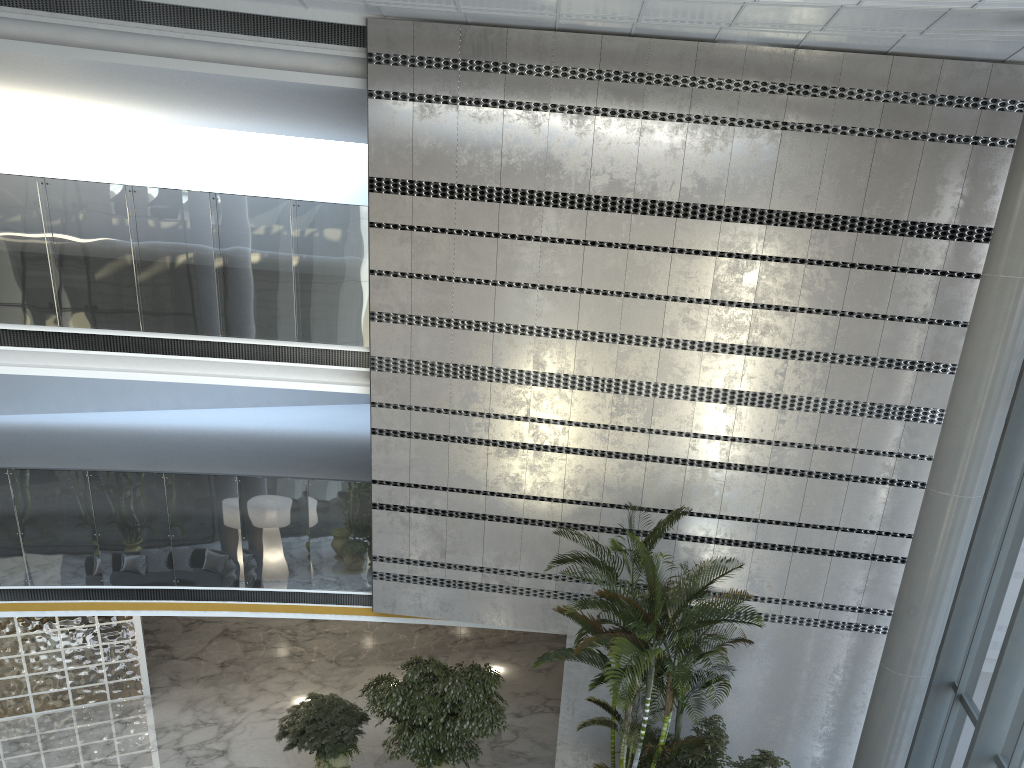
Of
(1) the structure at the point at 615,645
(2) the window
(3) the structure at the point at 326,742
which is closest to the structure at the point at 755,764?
(1) the structure at the point at 615,645

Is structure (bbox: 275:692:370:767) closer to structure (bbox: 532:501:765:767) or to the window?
structure (bbox: 532:501:765:767)

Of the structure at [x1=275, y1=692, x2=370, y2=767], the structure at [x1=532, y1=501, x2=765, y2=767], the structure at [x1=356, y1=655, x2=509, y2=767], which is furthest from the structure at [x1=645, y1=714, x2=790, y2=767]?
the structure at [x1=275, y1=692, x2=370, y2=767]

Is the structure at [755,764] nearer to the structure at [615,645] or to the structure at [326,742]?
the structure at [615,645]

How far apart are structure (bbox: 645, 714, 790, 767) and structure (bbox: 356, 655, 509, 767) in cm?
242

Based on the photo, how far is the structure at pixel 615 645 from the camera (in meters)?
7.72

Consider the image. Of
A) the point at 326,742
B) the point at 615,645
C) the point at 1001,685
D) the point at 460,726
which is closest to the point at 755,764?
the point at 615,645

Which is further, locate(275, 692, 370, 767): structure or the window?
locate(275, 692, 370, 767): structure

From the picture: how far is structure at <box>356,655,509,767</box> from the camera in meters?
9.7 m

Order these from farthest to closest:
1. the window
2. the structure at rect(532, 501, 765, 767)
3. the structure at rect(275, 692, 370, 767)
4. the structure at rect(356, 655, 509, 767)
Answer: the structure at rect(275, 692, 370, 767)
the structure at rect(356, 655, 509, 767)
the structure at rect(532, 501, 765, 767)
the window
